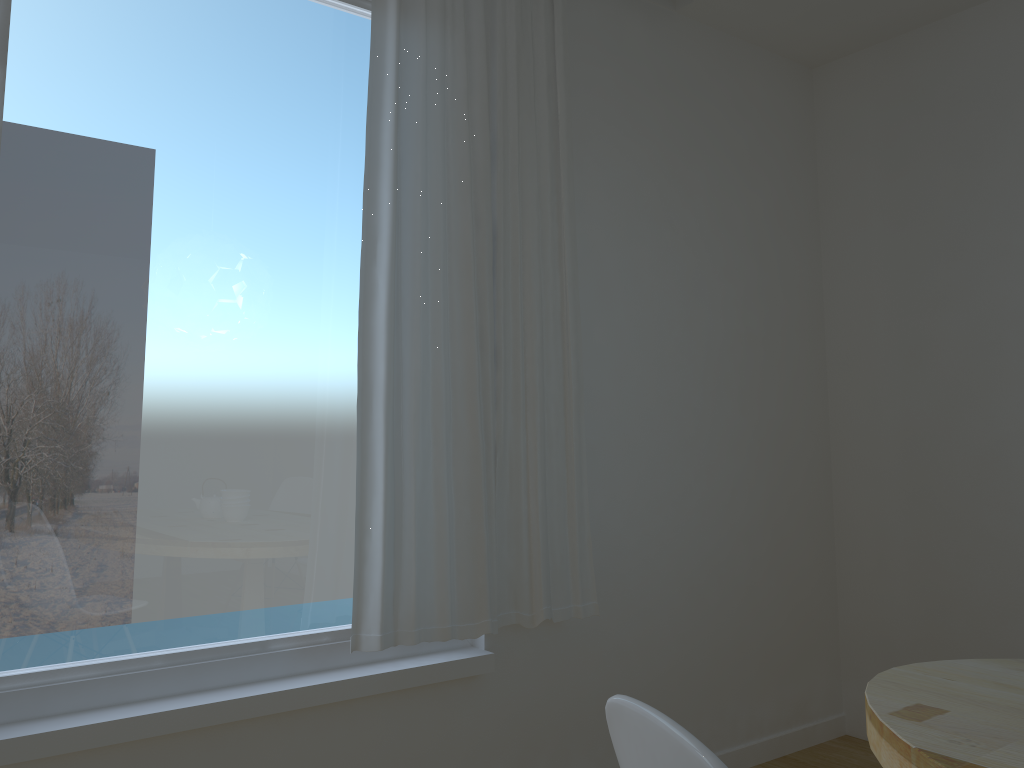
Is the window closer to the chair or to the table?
the table

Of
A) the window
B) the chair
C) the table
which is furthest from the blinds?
the chair

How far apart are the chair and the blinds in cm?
146

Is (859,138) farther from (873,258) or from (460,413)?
(460,413)

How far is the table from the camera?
1.2 meters

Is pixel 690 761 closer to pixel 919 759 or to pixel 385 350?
pixel 919 759

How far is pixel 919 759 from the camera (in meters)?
1.17

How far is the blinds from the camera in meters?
2.3 m

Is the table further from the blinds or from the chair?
the blinds

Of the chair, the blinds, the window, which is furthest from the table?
the window
